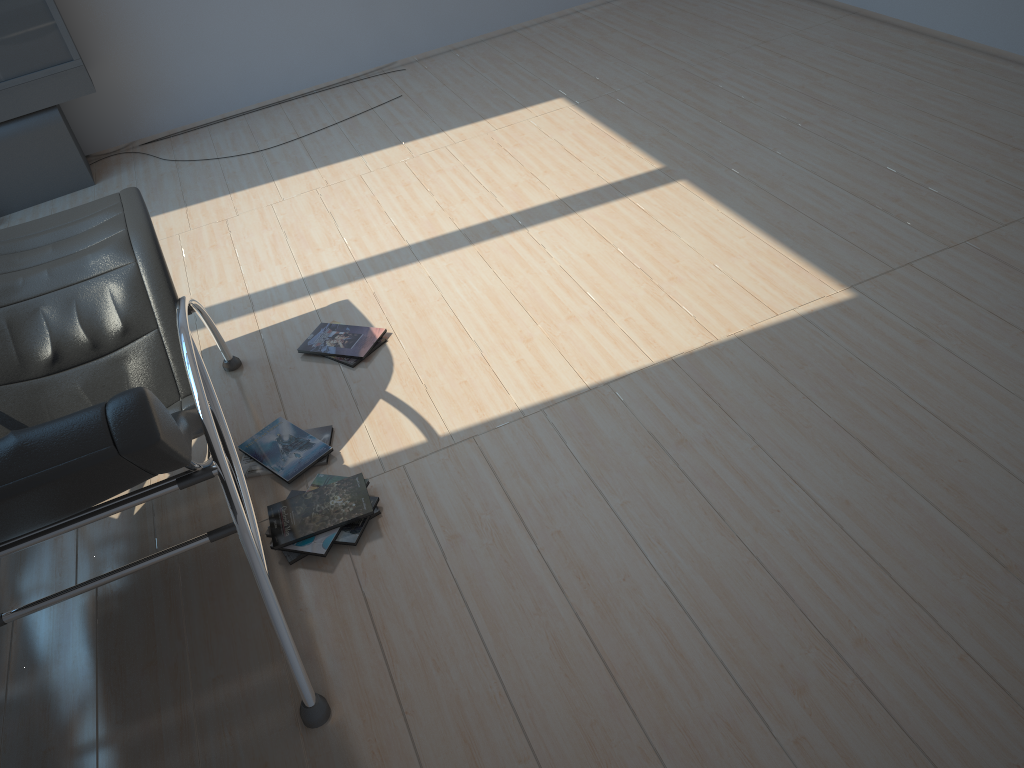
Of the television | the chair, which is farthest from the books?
the television

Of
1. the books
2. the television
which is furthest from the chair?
the television

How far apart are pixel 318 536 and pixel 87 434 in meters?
1.0

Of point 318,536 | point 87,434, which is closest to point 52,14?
point 318,536

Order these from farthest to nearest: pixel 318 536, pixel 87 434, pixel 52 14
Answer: pixel 52 14 < pixel 318 536 < pixel 87 434

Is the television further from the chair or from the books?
the books

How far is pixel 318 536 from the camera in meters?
2.7 m

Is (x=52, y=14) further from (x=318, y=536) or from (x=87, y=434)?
(x=87, y=434)

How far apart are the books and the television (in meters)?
2.71

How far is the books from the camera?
2.7m
